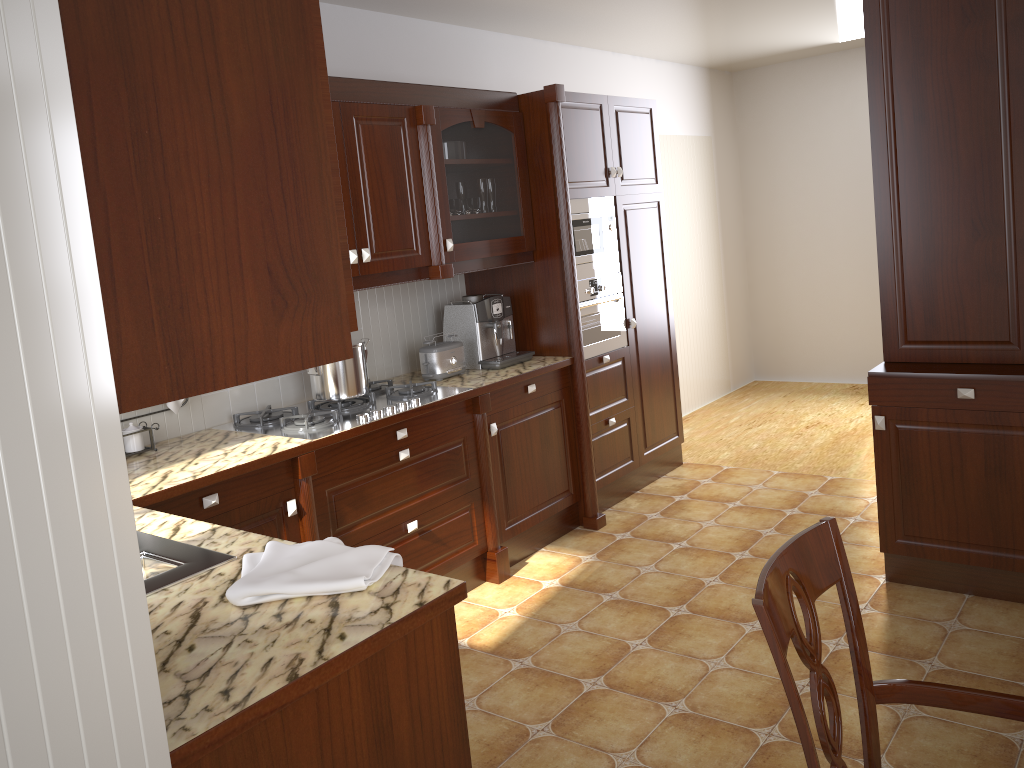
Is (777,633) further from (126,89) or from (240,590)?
(126,89)

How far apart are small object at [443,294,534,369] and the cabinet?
0.2 meters

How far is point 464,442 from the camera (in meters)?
3.54

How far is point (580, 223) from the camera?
4.1 meters

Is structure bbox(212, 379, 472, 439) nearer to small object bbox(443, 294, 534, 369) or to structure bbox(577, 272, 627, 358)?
small object bbox(443, 294, 534, 369)

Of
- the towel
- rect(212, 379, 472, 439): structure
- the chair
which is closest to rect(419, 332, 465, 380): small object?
rect(212, 379, 472, 439): structure

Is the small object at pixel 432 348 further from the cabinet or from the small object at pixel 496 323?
the cabinet

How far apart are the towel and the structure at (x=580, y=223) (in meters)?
2.52

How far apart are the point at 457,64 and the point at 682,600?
2.7m

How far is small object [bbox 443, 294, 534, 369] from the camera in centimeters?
392cm
